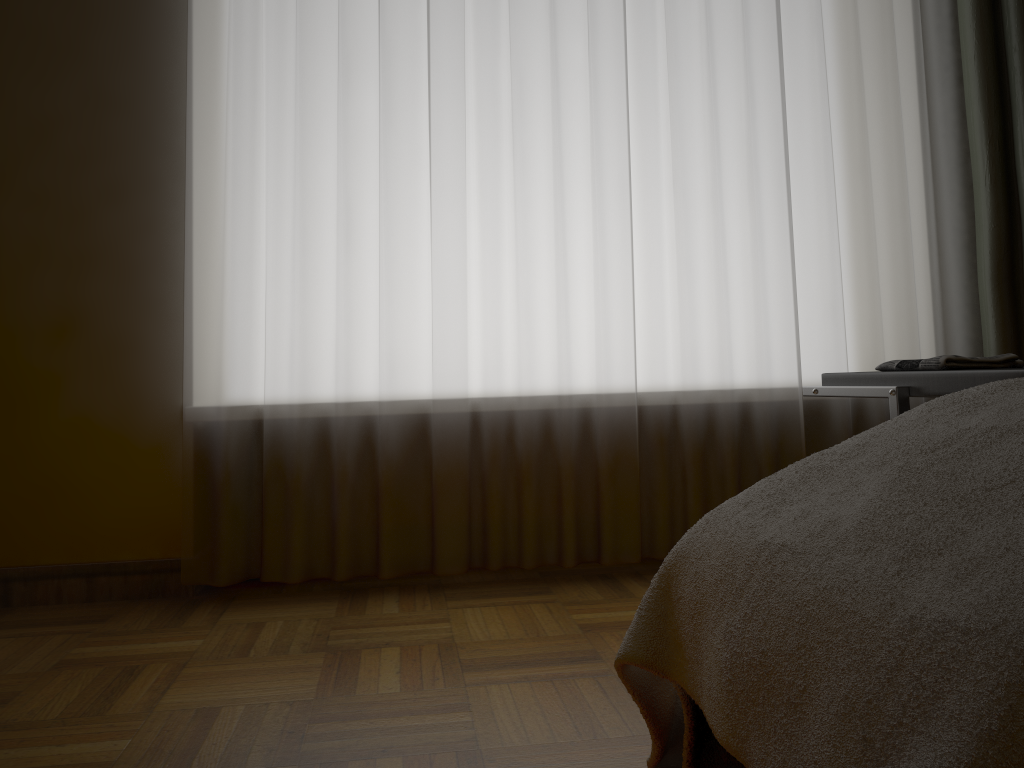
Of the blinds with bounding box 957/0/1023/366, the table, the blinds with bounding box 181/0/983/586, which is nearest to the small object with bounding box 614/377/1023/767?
the table

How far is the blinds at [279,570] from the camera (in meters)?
2.23

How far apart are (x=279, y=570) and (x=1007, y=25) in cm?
239

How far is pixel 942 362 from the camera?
1.6 meters

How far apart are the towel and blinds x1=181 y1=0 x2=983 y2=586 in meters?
0.6 m

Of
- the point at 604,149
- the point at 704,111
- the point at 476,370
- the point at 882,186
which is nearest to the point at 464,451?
the point at 476,370

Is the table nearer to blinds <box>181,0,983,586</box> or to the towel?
the towel

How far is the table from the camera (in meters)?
1.39

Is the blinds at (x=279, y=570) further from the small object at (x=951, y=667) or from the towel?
the small object at (x=951, y=667)

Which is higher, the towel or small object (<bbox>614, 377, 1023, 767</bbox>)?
the towel
